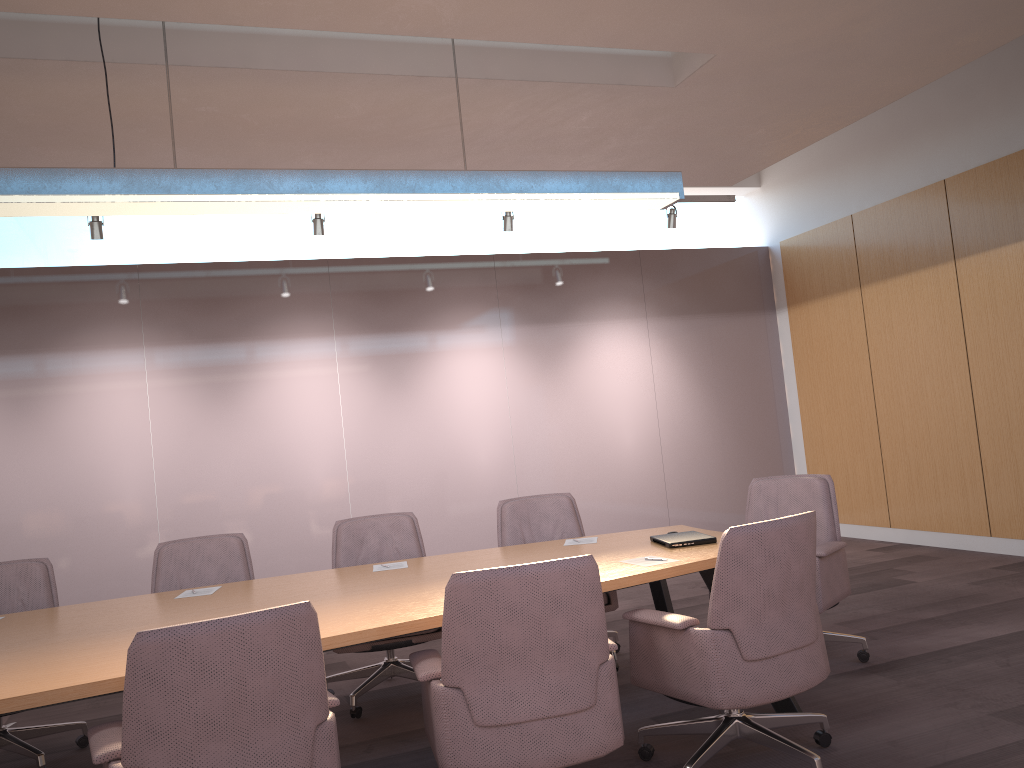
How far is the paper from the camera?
3.7m

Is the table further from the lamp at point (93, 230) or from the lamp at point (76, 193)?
the lamp at point (93, 230)

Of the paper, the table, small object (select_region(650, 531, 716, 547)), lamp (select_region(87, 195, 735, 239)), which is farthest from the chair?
lamp (select_region(87, 195, 735, 239))

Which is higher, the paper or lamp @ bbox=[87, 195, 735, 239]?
lamp @ bbox=[87, 195, 735, 239]

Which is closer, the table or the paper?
the table

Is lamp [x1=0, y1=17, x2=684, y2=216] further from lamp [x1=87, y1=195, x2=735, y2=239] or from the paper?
lamp [x1=87, y1=195, x2=735, y2=239]

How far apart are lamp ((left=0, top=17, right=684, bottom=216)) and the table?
1.6 meters

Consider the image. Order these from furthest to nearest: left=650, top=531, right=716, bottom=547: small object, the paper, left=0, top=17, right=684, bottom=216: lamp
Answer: left=650, top=531, right=716, bottom=547: small object, the paper, left=0, top=17, right=684, bottom=216: lamp

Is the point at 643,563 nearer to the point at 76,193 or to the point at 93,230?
the point at 76,193

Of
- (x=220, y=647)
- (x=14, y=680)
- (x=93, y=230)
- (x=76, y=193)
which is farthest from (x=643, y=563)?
(x=93, y=230)
